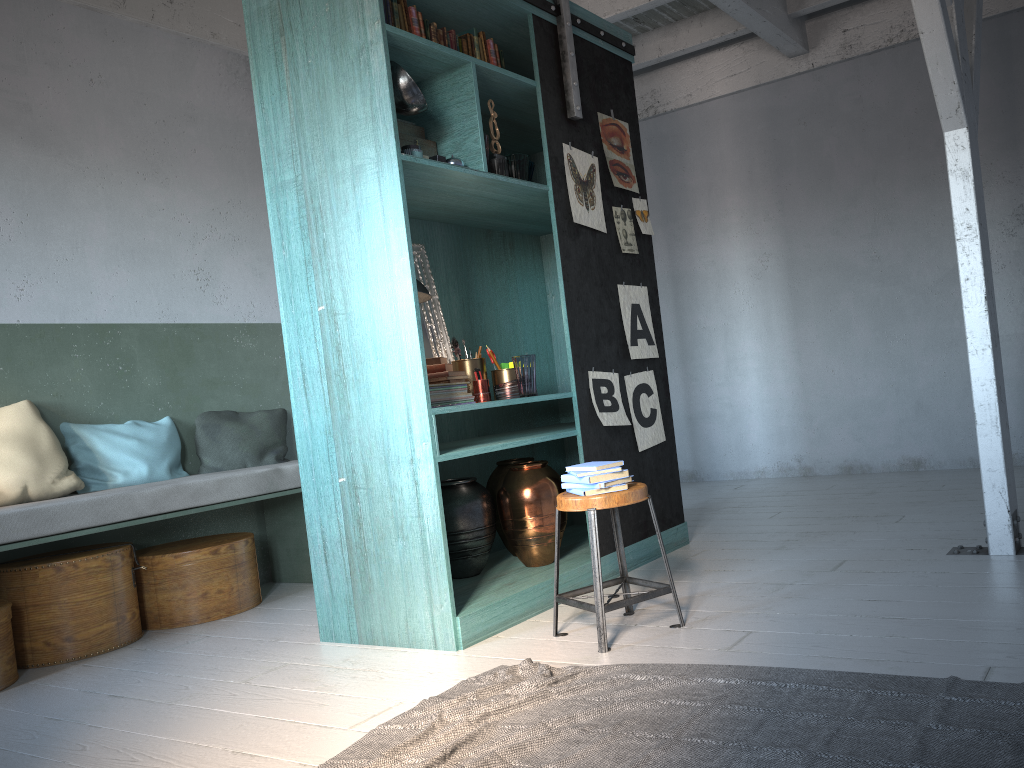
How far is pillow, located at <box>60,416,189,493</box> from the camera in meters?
5.5

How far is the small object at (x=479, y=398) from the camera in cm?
470

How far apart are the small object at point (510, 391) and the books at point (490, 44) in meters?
1.8

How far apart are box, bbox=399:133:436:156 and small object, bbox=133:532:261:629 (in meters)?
2.77

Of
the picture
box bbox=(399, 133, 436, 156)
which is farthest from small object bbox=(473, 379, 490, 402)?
box bbox=(399, 133, 436, 156)

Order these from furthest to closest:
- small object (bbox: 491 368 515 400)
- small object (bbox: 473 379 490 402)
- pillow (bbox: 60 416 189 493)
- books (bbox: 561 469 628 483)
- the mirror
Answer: pillow (bbox: 60 416 189 493) → the mirror → small object (bbox: 491 368 515 400) → small object (bbox: 473 379 490 402) → books (bbox: 561 469 628 483)

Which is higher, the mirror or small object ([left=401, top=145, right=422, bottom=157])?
small object ([left=401, top=145, right=422, bottom=157])

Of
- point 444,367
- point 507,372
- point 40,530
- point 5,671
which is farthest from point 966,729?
point 5,671

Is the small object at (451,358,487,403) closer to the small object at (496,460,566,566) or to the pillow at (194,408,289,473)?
the small object at (496,460,566,566)

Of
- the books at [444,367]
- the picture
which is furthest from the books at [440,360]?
the picture
